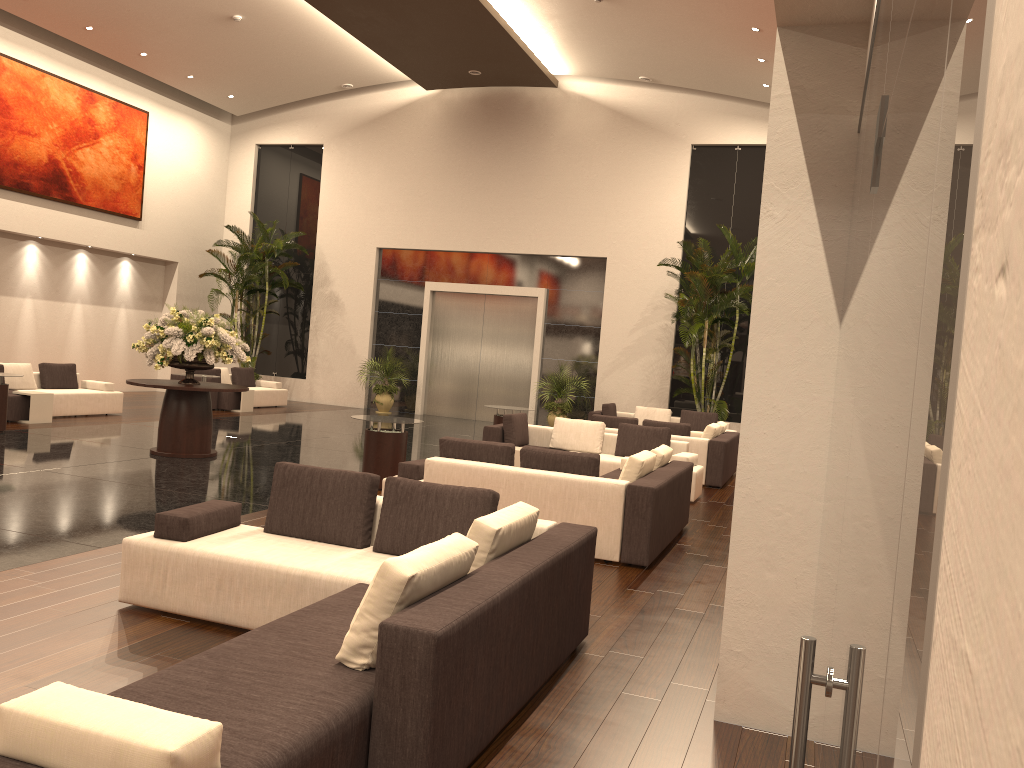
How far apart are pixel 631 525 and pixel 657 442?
4.55m

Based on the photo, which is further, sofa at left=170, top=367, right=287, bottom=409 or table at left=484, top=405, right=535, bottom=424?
sofa at left=170, top=367, right=287, bottom=409

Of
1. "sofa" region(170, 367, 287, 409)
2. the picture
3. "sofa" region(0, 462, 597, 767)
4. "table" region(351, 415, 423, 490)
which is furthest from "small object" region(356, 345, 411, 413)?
"sofa" region(0, 462, 597, 767)

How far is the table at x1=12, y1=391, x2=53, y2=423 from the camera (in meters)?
13.50

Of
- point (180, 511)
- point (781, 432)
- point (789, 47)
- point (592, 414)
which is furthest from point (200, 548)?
point (592, 414)

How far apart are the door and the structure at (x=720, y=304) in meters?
3.8

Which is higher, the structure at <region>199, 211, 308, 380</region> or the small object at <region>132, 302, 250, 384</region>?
the structure at <region>199, 211, 308, 380</region>

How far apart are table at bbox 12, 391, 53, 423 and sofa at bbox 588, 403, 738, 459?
9.6m

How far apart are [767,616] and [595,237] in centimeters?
1674cm

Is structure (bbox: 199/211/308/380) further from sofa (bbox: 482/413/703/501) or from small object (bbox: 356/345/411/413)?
sofa (bbox: 482/413/703/501)
